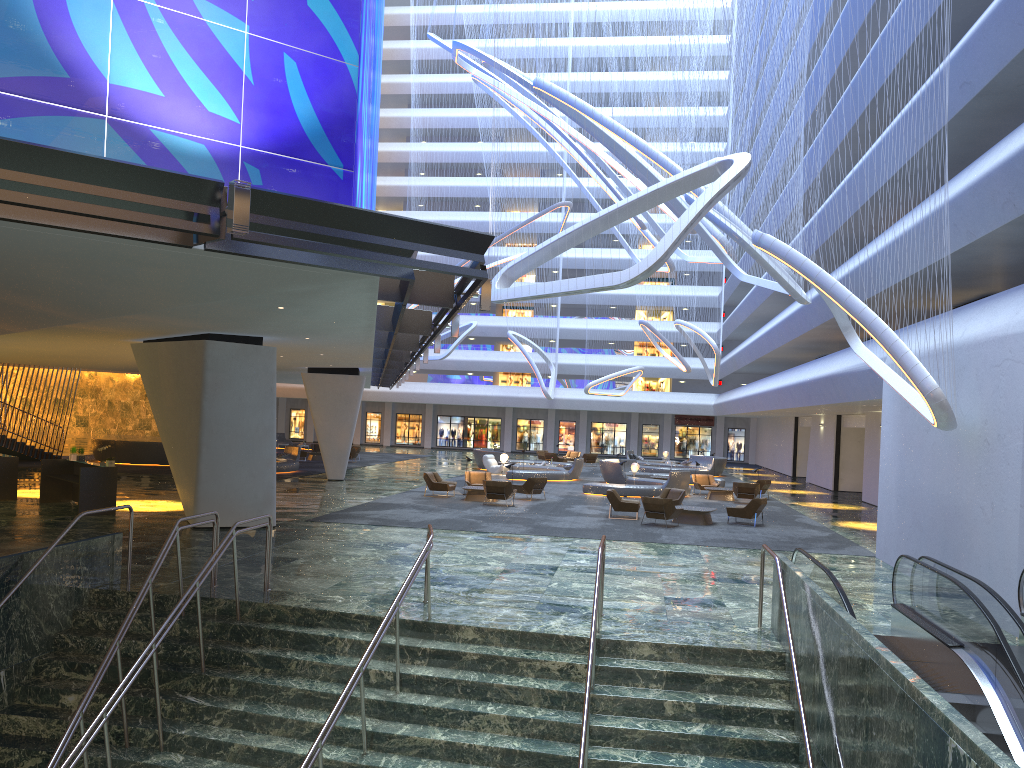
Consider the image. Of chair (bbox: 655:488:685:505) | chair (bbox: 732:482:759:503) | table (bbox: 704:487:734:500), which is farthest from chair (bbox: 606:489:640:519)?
table (bbox: 704:487:734:500)

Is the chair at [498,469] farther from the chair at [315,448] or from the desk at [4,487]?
the desk at [4,487]

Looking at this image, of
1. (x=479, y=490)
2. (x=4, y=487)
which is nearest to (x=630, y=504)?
(x=479, y=490)

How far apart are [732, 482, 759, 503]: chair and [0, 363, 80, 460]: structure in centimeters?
2734cm

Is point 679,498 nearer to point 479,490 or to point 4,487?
point 479,490

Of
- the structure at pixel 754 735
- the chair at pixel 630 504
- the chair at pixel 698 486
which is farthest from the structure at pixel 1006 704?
the chair at pixel 698 486

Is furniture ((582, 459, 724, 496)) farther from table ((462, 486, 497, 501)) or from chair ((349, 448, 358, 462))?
chair ((349, 448, 358, 462))

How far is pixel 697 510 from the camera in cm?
2348

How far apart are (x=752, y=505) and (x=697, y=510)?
1.5m

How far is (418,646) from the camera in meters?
10.7 m
